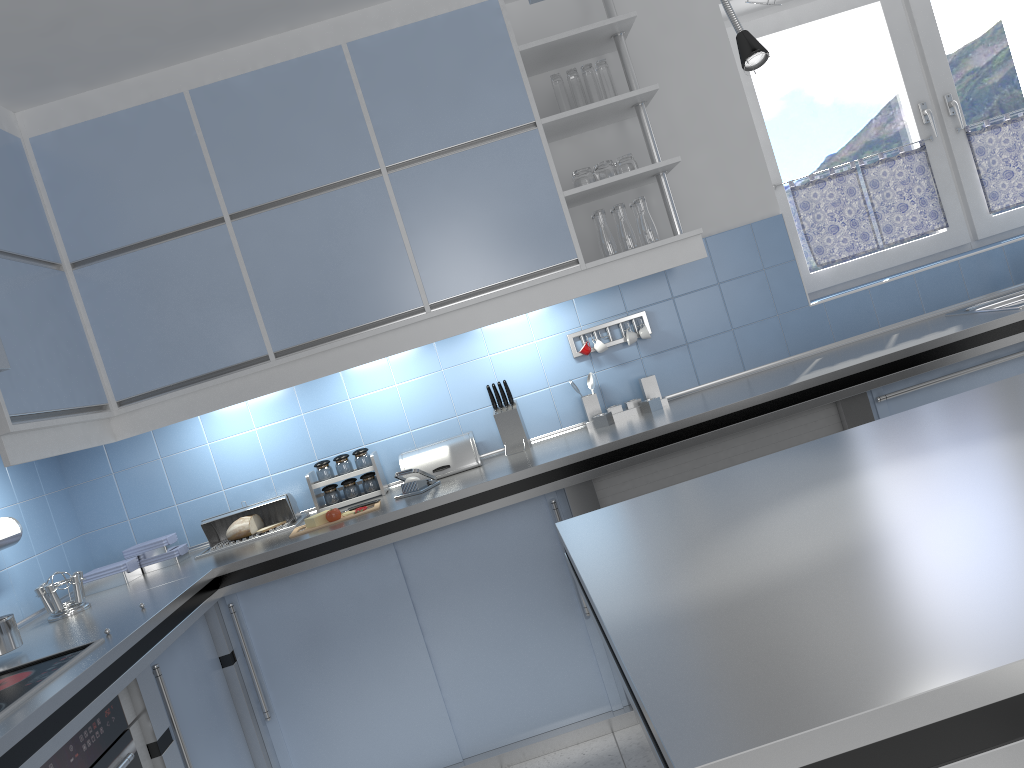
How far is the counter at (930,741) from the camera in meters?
Result: 0.8

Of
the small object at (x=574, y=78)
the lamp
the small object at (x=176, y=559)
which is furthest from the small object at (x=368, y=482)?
the lamp

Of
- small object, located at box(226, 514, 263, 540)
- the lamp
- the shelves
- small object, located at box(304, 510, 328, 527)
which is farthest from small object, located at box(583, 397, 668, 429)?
the lamp

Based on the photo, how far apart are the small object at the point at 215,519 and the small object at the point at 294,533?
0.20m

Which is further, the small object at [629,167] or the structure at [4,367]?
the small object at [629,167]

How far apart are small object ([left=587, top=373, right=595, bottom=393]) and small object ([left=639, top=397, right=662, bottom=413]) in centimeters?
25cm

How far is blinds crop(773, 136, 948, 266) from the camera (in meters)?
3.91

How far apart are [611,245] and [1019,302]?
1.6 meters

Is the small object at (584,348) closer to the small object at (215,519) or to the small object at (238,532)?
the small object at (215,519)

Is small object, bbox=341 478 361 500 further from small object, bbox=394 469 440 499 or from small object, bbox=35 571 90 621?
small object, bbox=35 571 90 621
